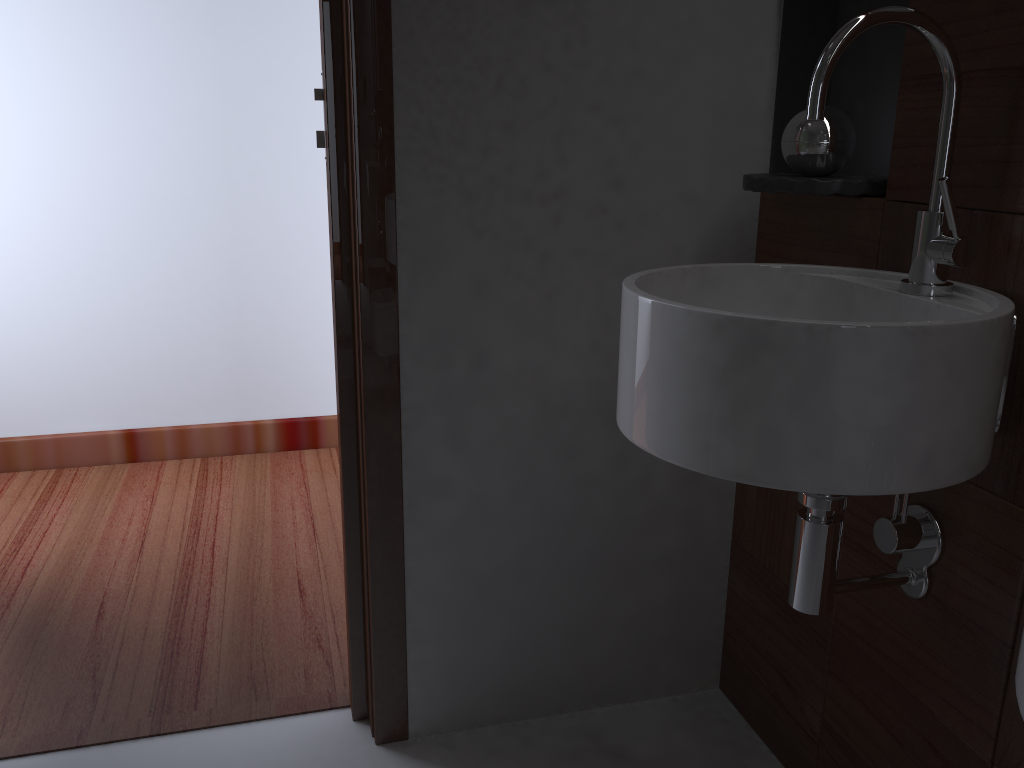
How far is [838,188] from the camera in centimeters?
121cm

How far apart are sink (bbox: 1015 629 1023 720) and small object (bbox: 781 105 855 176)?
0.9 meters

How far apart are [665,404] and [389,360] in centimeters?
58cm

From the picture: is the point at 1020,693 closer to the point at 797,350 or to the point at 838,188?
the point at 797,350

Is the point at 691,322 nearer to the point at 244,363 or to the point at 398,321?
the point at 398,321

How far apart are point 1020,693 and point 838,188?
0.8 meters

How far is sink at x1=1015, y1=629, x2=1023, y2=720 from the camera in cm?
53

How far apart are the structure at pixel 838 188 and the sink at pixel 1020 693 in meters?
0.8

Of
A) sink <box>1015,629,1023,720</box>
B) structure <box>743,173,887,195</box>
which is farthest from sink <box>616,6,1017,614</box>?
sink <box>1015,629,1023,720</box>

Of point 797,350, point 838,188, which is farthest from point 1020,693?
point 838,188
